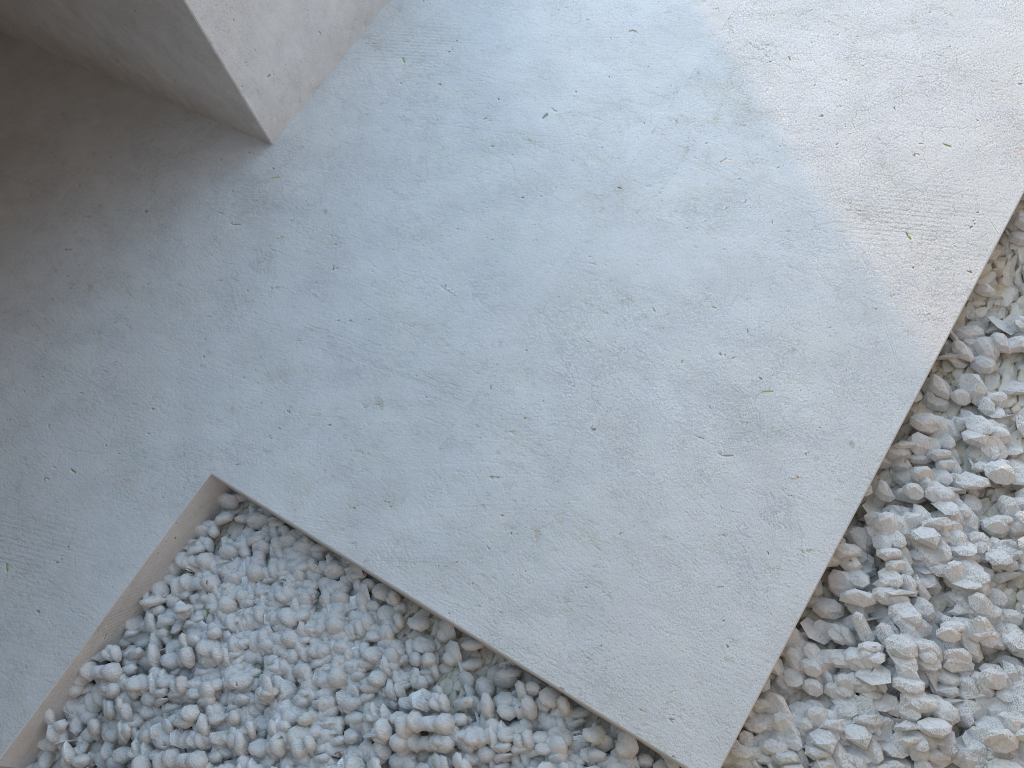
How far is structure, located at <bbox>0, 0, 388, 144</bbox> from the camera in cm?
206

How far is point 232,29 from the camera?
2.1m

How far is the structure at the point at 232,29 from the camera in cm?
206
